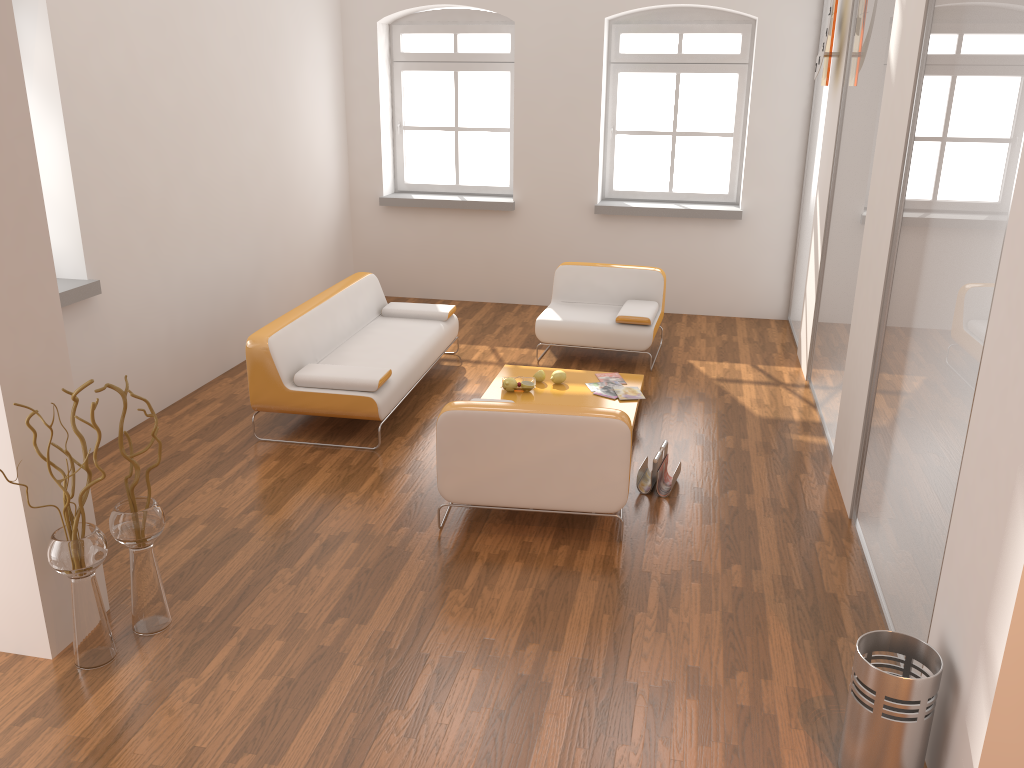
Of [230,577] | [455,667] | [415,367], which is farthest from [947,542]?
[415,367]

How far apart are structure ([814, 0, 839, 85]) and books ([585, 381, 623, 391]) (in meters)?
2.63

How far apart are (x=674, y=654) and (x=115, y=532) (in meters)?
2.19

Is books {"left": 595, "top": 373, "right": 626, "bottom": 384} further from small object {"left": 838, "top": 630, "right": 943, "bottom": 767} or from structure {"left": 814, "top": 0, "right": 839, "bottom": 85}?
small object {"left": 838, "top": 630, "right": 943, "bottom": 767}

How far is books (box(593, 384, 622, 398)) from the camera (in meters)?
5.80

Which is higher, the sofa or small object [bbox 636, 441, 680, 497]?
the sofa

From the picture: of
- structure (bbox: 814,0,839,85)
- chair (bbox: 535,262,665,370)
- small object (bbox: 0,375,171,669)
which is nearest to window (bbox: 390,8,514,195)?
chair (bbox: 535,262,665,370)

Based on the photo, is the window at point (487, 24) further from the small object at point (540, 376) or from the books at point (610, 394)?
the books at point (610, 394)

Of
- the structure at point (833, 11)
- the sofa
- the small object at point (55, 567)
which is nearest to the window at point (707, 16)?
the structure at point (833, 11)

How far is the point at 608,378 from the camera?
6.1m
